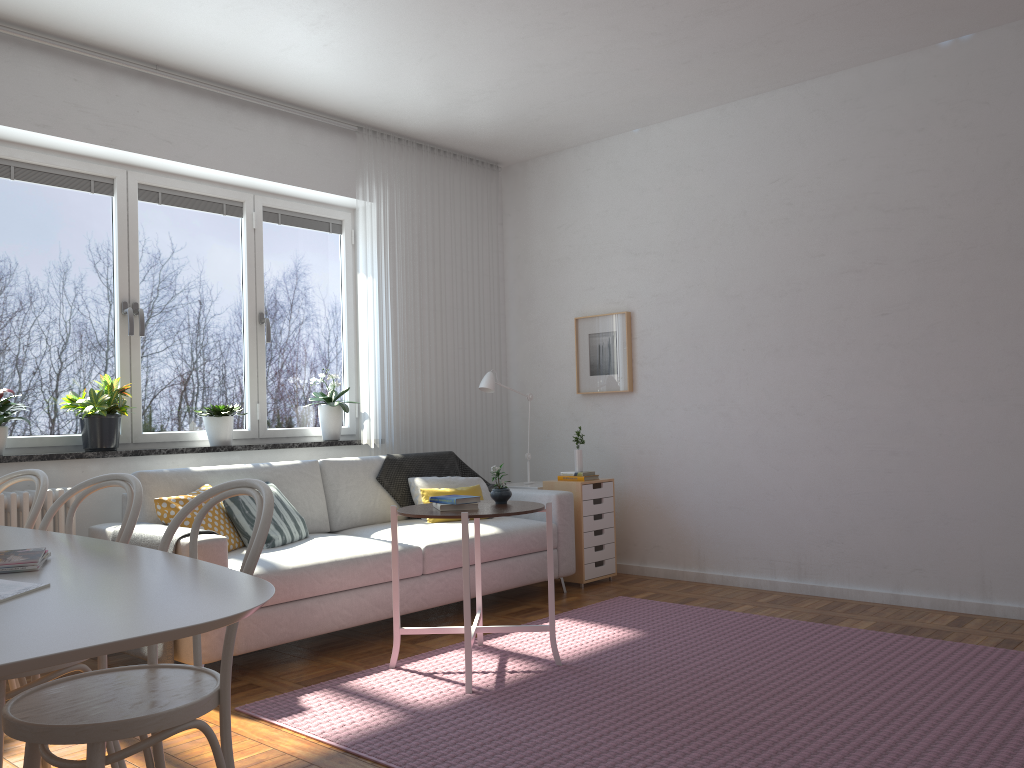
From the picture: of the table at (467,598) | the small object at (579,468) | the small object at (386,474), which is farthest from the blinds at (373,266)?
the table at (467,598)

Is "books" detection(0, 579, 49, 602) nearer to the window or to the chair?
the chair

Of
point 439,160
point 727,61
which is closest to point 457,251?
point 439,160

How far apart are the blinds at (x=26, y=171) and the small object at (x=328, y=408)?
1.0m

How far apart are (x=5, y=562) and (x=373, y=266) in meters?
4.0

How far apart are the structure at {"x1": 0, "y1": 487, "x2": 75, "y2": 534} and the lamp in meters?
2.5 m

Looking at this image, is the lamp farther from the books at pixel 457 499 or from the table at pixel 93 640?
the table at pixel 93 640

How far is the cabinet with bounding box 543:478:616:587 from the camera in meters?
5.4

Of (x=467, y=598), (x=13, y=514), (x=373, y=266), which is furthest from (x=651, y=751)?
(x=373, y=266)

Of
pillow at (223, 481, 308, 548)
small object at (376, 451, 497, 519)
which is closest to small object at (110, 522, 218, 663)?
pillow at (223, 481, 308, 548)
